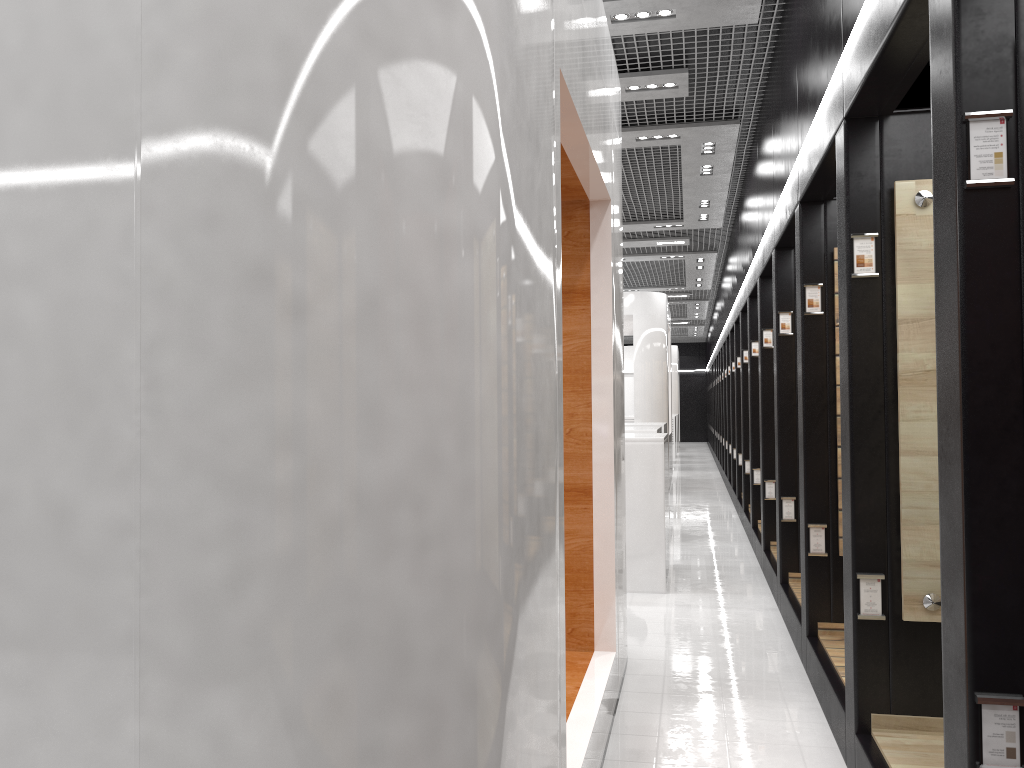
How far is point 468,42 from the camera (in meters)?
1.71

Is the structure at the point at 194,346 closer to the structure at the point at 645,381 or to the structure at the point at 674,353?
the structure at the point at 645,381

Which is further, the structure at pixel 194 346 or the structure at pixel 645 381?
the structure at pixel 645 381

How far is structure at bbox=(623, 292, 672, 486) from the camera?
14.4 meters

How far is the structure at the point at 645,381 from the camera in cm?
1442

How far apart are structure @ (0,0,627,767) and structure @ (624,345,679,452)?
23.0m

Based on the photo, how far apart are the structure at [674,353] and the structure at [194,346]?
22.96m

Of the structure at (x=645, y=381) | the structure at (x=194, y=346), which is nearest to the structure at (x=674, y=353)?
the structure at (x=645, y=381)

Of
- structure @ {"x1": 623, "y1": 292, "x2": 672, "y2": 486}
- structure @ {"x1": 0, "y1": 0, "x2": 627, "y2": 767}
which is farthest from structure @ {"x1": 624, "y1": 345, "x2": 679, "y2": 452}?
structure @ {"x1": 0, "y1": 0, "x2": 627, "y2": 767}

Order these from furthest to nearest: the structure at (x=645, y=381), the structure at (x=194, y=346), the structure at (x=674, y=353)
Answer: the structure at (x=674, y=353) < the structure at (x=645, y=381) < the structure at (x=194, y=346)
